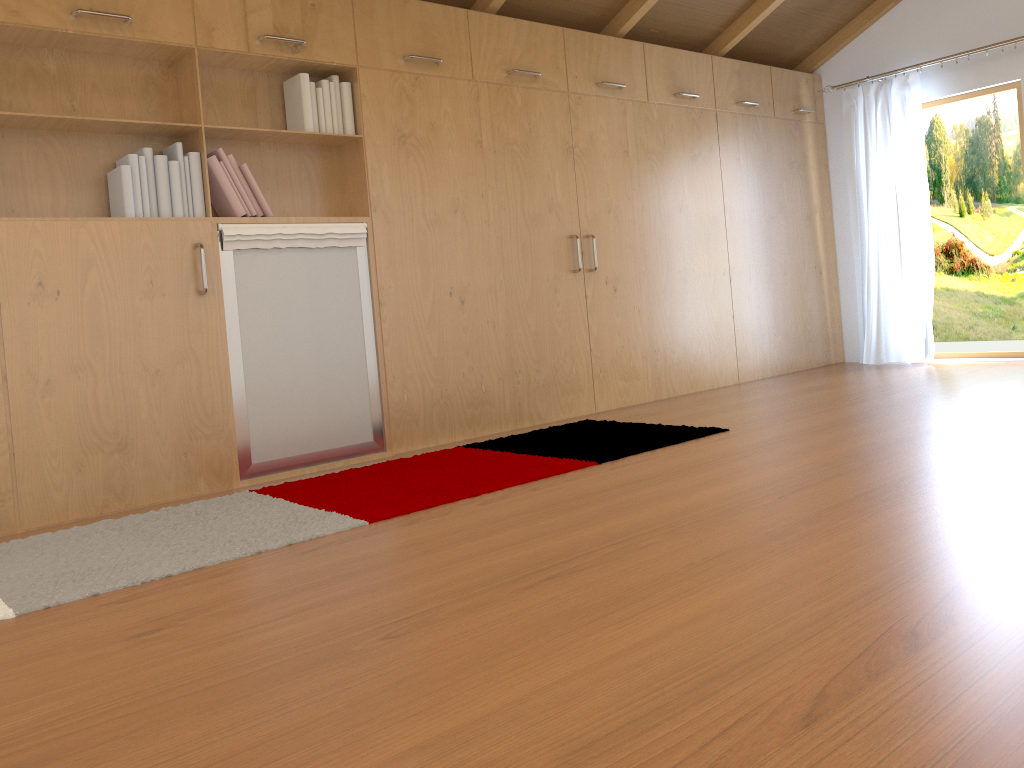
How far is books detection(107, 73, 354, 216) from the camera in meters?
3.4 m

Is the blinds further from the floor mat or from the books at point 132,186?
the books at point 132,186

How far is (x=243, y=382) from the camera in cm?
367

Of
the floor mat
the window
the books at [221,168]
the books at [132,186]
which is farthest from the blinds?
the books at [221,168]

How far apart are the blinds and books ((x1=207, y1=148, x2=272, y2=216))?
4.3m

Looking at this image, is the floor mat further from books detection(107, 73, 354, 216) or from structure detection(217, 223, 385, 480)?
books detection(107, 73, 354, 216)

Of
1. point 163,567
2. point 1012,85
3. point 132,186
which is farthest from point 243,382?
point 1012,85

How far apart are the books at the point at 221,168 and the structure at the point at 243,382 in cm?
7

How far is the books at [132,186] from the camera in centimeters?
340cm

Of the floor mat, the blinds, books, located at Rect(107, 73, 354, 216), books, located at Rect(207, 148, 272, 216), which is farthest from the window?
books, located at Rect(207, 148, 272, 216)
